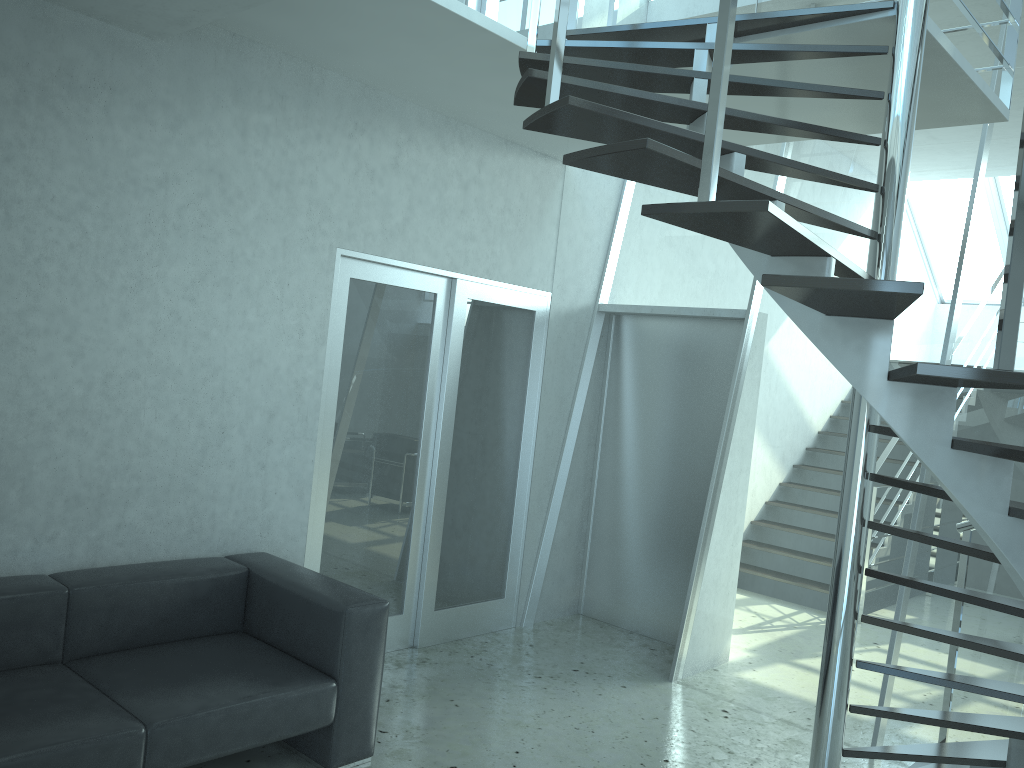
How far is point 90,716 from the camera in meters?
2.8 m

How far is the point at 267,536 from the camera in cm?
420

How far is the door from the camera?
4.56m

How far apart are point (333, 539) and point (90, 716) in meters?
1.8

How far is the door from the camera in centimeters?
456cm

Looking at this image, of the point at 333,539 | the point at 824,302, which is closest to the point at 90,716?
the point at 333,539

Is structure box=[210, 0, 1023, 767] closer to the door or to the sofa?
the door

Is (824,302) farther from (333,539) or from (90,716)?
(333,539)

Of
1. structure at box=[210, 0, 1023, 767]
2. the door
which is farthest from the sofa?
structure at box=[210, 0, 1023, 767]

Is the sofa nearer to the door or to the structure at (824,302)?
the door
